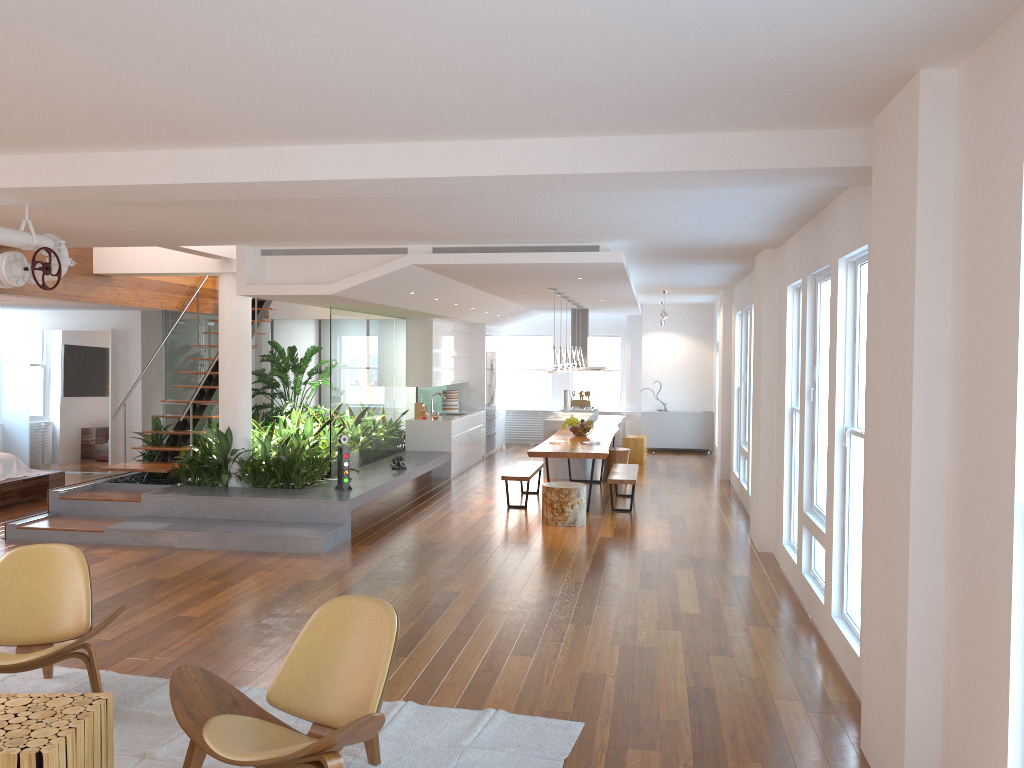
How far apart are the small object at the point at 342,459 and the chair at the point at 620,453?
4.39m

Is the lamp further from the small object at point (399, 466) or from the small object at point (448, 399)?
the small object at point (448, 399)

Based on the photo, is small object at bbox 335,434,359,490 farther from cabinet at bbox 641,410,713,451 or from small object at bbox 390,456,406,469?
cabinet at bbox 641,410,713,451

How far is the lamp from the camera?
A: 10.2 meters

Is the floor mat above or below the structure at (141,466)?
below

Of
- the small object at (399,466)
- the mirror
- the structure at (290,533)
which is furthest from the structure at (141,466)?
the mirror

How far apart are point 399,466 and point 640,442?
4.97m

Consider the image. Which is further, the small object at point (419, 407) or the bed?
the small object at point (419, 407)

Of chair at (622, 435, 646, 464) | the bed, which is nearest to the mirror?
the bed

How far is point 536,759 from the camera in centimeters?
381cm
